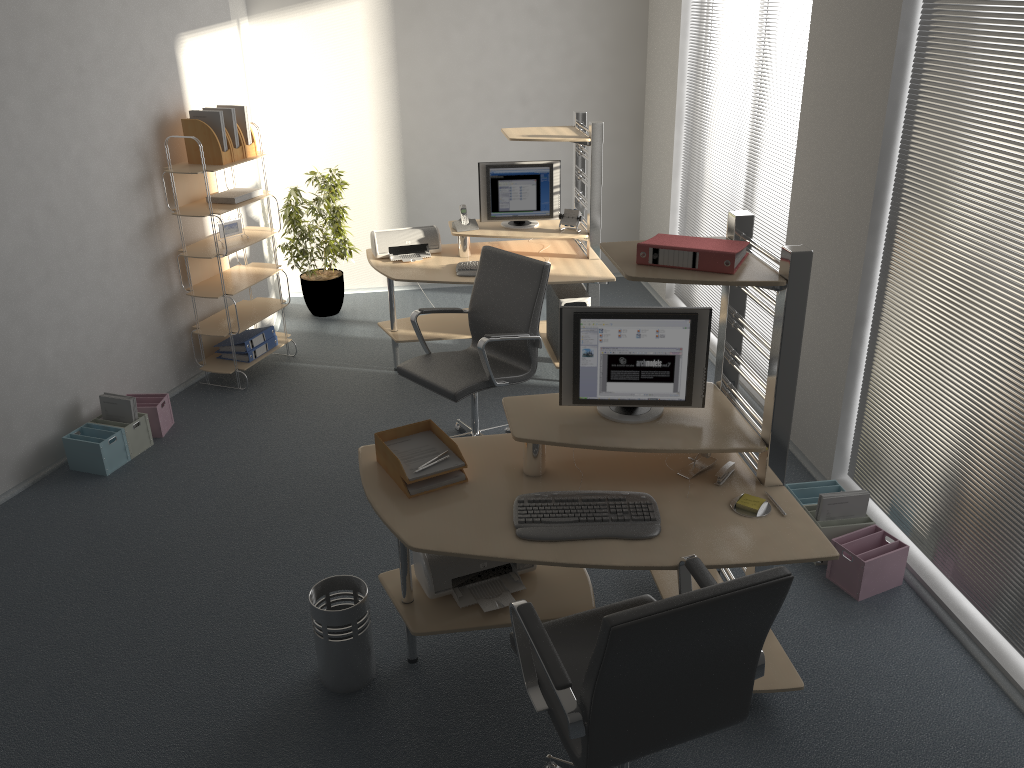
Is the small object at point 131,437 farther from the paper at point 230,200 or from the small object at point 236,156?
the small object at point 236,156

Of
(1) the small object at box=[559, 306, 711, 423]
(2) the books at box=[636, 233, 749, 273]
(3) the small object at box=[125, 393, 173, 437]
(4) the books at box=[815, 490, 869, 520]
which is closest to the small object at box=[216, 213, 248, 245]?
(3) the small object at box=[125, 393, 173, 437]

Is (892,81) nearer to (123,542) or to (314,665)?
(314,665)

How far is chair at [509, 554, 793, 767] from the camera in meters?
2.0 m

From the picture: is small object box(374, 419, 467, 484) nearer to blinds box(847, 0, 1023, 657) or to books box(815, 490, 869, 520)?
books box(815, 490, 869, 520)

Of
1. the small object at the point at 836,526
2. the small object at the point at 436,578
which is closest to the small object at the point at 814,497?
the small object at the point at 836,526

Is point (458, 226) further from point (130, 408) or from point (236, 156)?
point (130, 408)

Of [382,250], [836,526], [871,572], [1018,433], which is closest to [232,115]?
[382,250]

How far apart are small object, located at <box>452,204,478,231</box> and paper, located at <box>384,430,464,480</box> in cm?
261

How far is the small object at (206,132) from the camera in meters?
5.2
